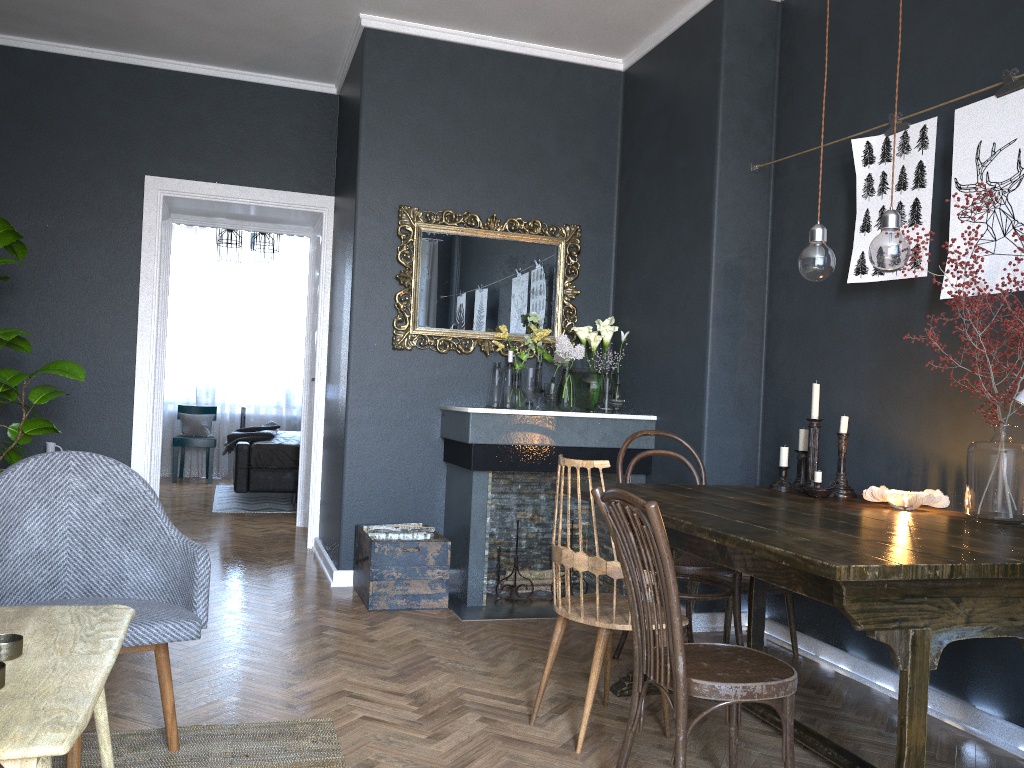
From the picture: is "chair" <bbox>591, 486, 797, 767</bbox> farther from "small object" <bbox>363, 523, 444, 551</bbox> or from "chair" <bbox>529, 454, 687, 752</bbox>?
"small object" <bbox>363, 523, 444, 551</bbox>

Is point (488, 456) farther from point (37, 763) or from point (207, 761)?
point (37, 763)

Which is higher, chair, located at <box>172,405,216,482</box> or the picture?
the picture

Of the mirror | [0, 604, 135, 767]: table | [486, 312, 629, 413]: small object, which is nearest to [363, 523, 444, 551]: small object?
[486, 312, 629, 413]: small object

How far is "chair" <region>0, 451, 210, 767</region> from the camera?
2.36m

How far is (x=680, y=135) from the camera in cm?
445

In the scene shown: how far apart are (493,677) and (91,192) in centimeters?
394cm

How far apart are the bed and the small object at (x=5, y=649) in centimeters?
590cm

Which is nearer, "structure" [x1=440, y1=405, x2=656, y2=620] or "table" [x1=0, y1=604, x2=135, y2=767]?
"table" [x1=0, y1=604, x2=135, y2=767]

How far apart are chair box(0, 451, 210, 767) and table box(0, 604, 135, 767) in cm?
42
